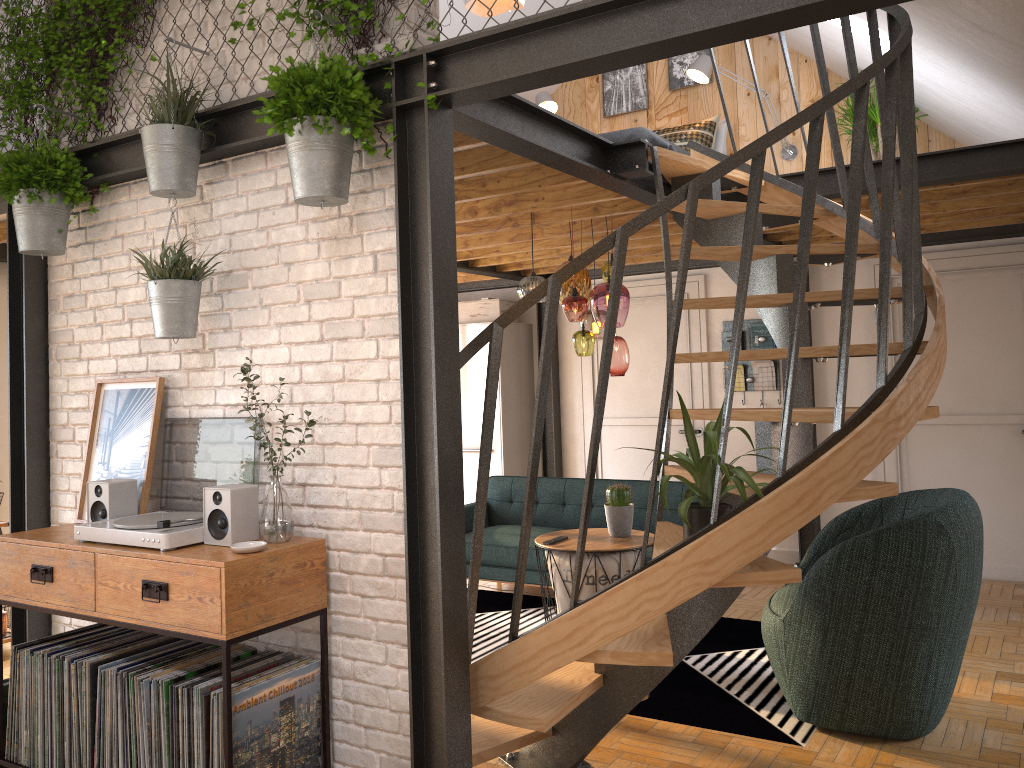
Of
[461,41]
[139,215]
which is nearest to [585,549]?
[139,215]

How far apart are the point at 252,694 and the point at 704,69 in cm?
557

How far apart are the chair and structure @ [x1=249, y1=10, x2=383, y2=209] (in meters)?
2.30

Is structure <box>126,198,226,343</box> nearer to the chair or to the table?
the table

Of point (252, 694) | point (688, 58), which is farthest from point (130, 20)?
point (688, 58)

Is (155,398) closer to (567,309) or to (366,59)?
(366,59)

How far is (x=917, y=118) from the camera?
6.0 meters

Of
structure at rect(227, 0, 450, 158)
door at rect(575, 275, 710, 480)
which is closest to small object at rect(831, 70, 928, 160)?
door at rect(575, 275, 710, 480)

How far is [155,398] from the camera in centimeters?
343cm

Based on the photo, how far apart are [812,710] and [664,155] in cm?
242
